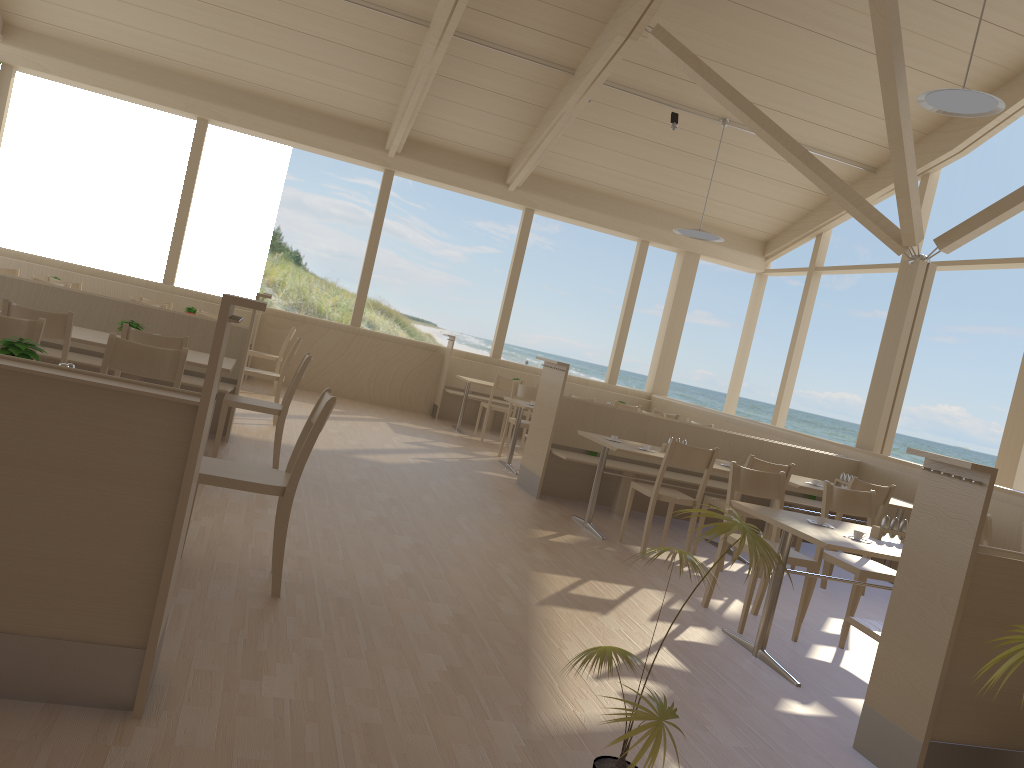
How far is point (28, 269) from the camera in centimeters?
1020cm

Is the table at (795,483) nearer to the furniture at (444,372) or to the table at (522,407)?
the table at (522,407)

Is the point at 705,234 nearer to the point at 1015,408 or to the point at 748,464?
the point at 1015,408

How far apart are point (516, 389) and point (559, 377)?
2.05m

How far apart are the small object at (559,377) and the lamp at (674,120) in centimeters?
390cm

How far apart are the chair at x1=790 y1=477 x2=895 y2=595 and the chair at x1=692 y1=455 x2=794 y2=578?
0.49m

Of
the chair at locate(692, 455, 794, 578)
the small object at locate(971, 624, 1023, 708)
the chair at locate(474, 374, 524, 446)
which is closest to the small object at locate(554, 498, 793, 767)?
the small object at locate(971, 624, 1023, 708)

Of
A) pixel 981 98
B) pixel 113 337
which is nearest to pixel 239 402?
pixel 113 337

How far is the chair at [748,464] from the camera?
5.7m

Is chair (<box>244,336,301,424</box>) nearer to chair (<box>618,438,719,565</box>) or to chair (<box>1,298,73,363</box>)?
chair (<box>1,298,73,363</box>)
